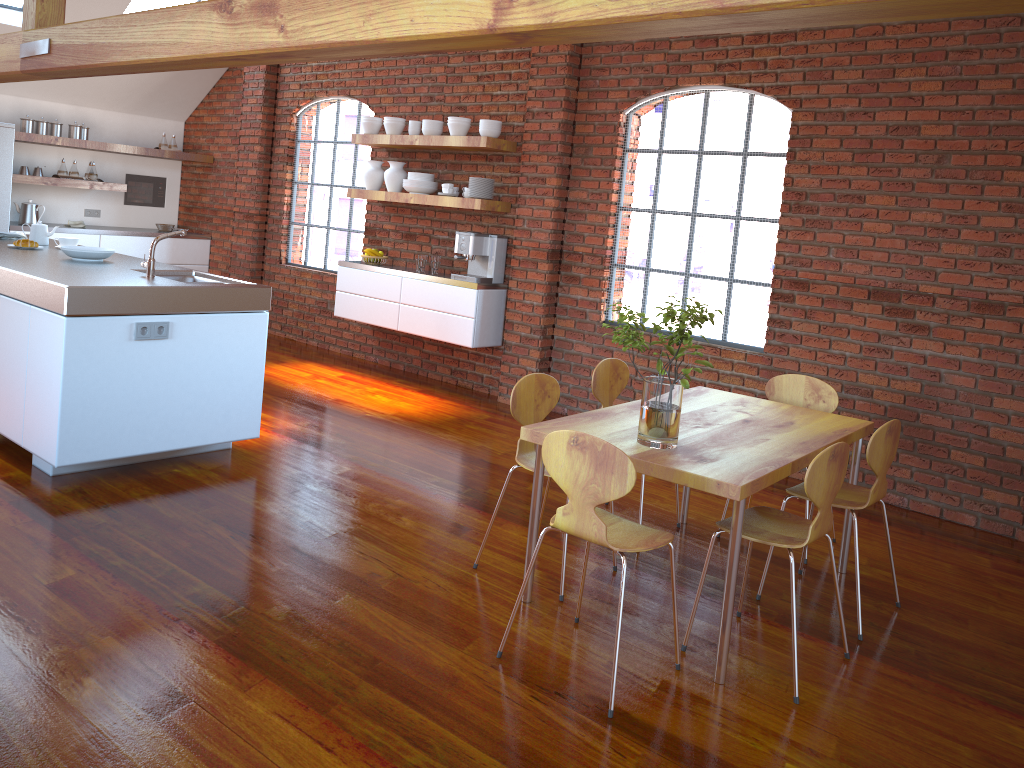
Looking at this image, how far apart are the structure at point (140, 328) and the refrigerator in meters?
4.8 m

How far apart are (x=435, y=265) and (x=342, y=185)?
1.7m

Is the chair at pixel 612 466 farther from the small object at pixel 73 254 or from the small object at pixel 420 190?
the small object at pixel 420 190

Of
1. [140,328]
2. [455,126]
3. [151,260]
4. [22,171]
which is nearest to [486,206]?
[455,126]

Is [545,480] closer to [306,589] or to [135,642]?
[306,589]

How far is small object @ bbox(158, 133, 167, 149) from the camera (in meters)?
8.98

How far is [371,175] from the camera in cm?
715

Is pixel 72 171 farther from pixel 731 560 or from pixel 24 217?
pixel 731 560

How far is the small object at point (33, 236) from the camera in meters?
5.6 m

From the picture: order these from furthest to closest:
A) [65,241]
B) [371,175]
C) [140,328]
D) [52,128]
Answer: [52,128] → [371,175] → [65,241] → [140,328]
